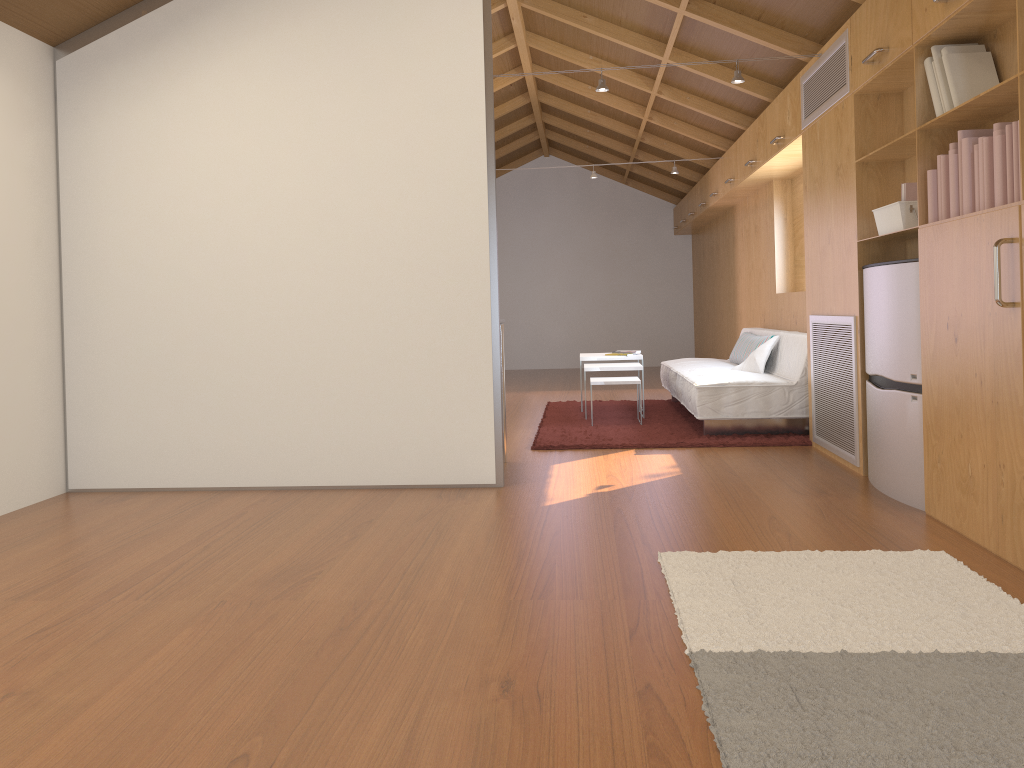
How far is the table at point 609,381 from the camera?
6.1m

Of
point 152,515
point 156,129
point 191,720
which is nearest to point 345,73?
point 156,129

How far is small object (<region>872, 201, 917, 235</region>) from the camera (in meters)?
Answer: 3.59

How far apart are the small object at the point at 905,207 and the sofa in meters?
1.5 m

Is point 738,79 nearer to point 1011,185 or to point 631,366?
point 1011,185

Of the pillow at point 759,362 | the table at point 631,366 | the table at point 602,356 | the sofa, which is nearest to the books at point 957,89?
the sofa

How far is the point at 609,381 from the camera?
6.06m

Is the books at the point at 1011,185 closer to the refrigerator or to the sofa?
the refrigerator

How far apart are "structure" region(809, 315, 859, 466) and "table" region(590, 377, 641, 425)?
1.4 meters

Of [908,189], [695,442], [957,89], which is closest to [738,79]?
[908,189]
